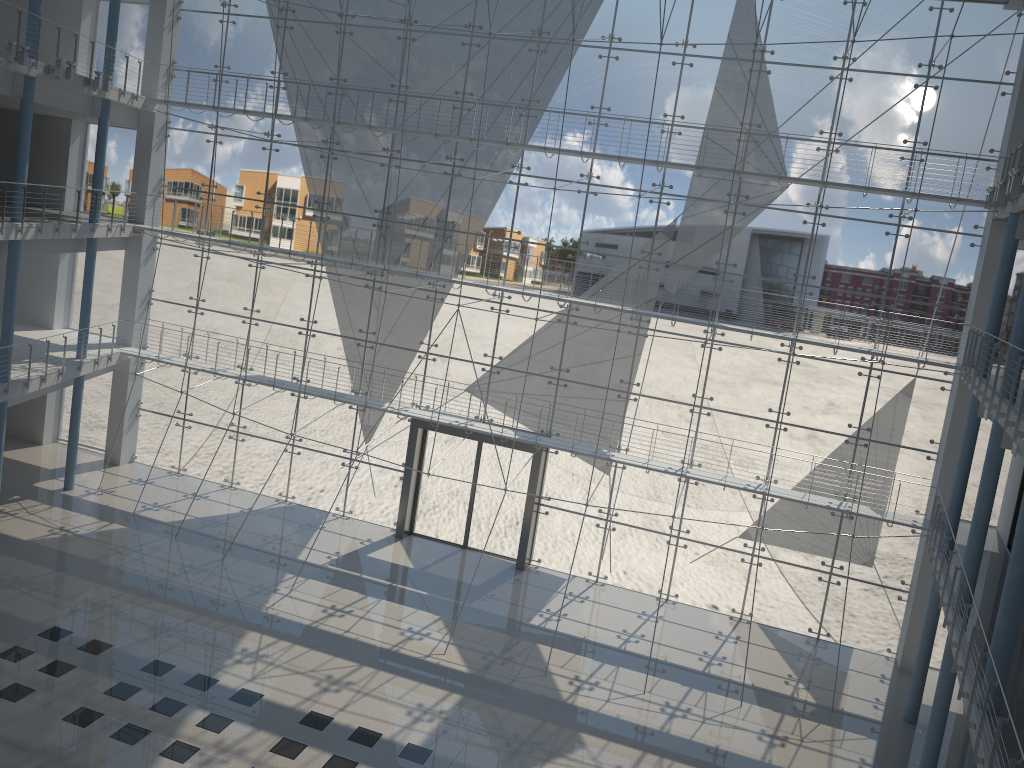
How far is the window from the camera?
2.9 meters

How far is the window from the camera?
2.91m

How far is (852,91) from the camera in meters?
2.9 m

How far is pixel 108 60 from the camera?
3.2m
